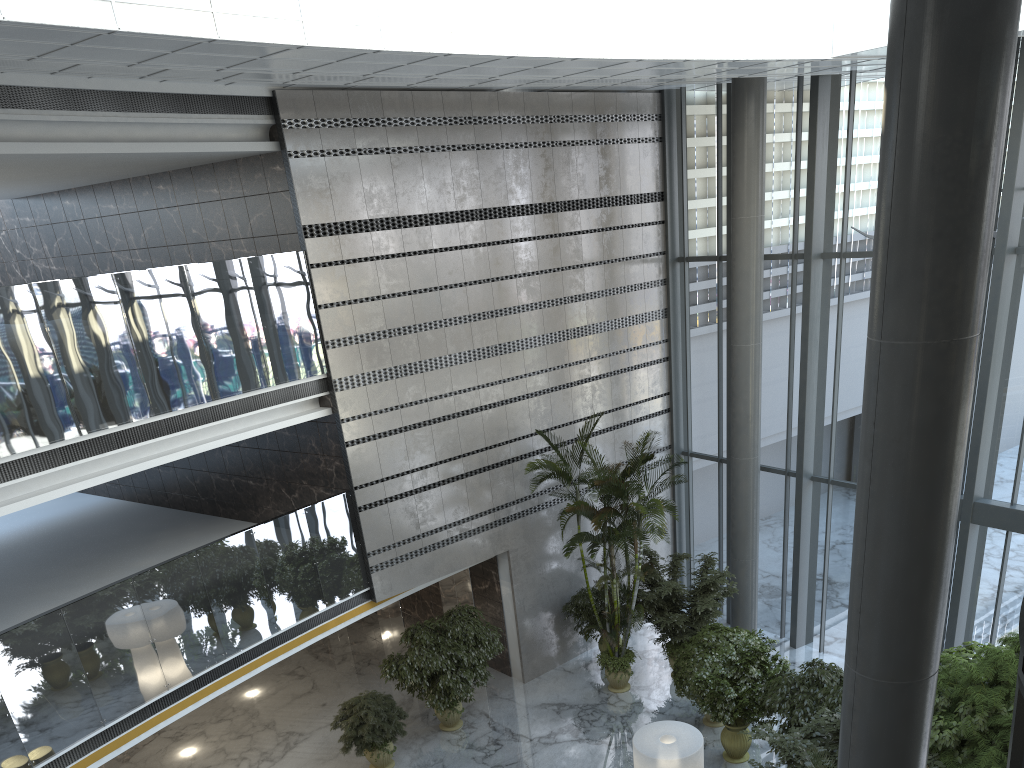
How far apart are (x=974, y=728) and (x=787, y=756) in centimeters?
176cm

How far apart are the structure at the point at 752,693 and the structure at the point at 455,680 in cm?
301

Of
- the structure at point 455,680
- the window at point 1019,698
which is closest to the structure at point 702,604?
the structure at point 455,680

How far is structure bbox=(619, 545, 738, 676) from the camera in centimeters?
1273cm

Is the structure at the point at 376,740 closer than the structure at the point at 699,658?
Yes

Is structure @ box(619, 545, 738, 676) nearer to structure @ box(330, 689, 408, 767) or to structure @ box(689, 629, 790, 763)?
structure @ box(689, 629, 790, 763)

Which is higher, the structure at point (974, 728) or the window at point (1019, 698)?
the window at point (1019, 698)

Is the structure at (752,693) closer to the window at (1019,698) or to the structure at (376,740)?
the structure at (376,740)

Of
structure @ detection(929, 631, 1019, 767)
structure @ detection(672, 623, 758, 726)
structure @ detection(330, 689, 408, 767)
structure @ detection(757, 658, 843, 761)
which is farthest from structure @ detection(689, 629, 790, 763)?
structure @ detection(330, 689, 408, 767)

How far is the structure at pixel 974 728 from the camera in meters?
7.9 m
